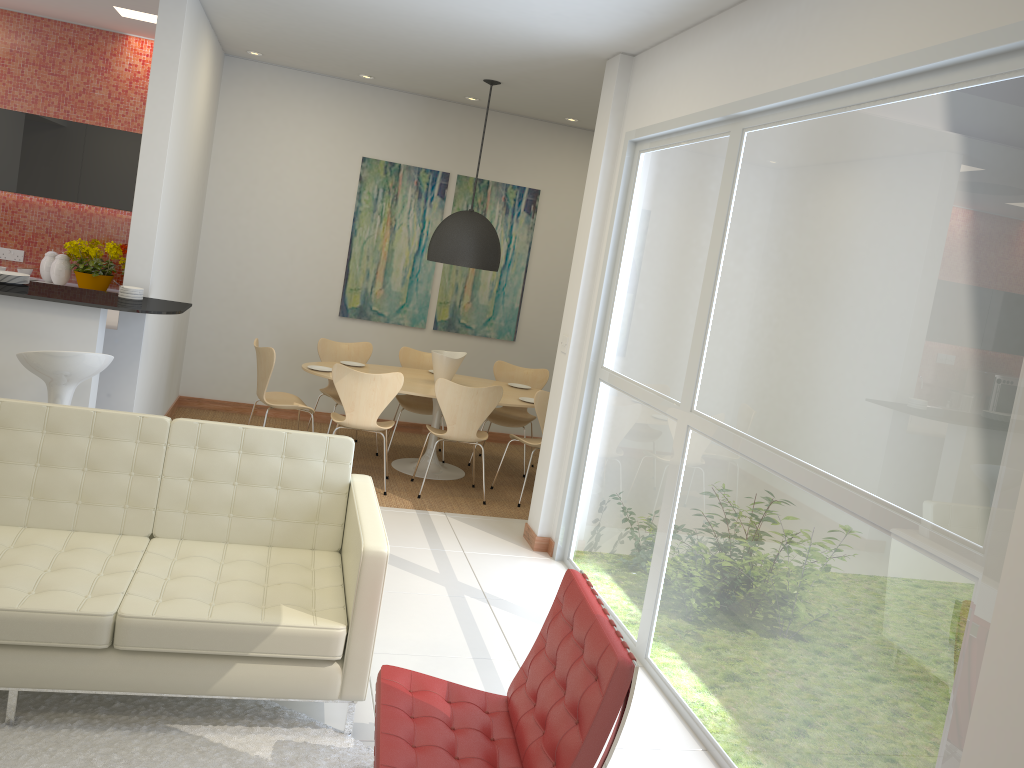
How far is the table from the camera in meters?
6.9

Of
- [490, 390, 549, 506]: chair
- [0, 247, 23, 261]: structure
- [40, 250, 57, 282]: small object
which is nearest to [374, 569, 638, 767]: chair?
[490, 390, 549, 506]: chair

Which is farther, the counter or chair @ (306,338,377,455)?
chair @ (306,338,377,455)

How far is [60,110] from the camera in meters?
7.5

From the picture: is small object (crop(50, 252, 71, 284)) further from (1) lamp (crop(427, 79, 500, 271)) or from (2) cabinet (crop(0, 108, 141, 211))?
(1) lamp (crop(427, 79, 500, 271))

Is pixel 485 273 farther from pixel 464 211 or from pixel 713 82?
pixel 713 82

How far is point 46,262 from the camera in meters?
7.4

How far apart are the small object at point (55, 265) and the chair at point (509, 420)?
3.70m

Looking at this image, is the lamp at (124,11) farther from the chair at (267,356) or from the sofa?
the sofa

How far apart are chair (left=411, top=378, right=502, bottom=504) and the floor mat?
3.22m
